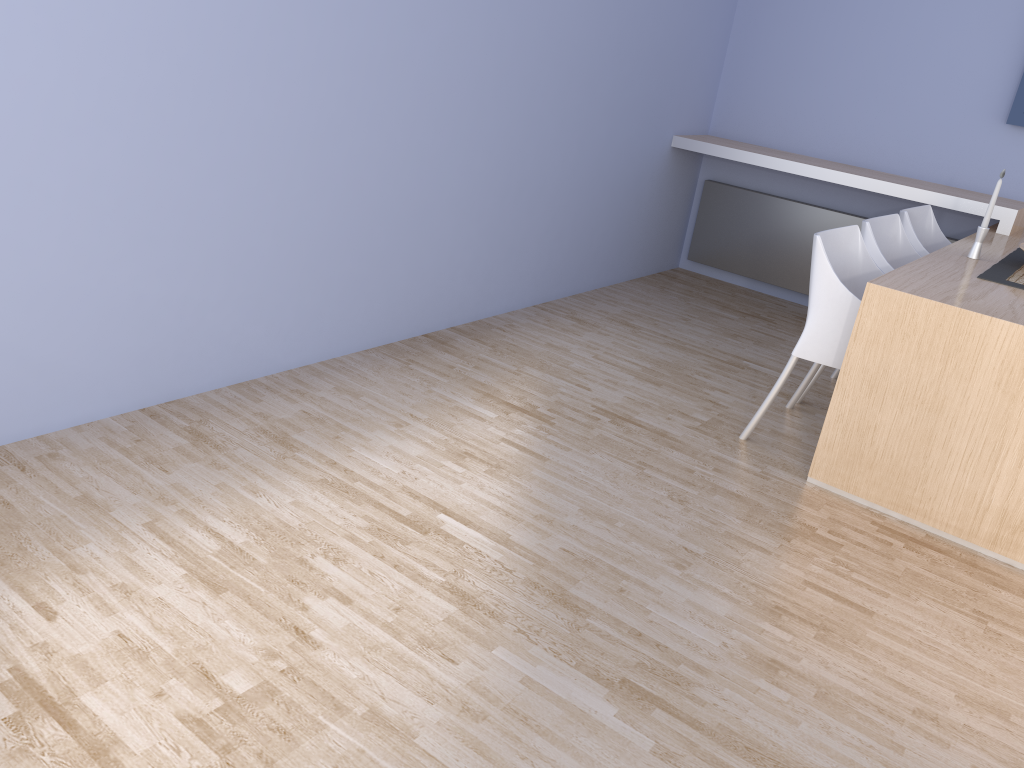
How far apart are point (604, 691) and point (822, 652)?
0.6 meters

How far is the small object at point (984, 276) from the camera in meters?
3.1

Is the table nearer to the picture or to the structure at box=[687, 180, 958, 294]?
the picture

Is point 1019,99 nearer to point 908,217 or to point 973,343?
point 908,217

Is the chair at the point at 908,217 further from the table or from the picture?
the picture

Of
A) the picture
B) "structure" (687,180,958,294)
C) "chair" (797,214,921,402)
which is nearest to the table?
"chair" (797,214,921,402)

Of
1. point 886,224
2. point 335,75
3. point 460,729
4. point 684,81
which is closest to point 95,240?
point 335,75

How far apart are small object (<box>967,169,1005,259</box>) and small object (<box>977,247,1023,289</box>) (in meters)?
0.09

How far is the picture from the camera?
4.4 meters

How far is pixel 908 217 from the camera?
3.9 meters
